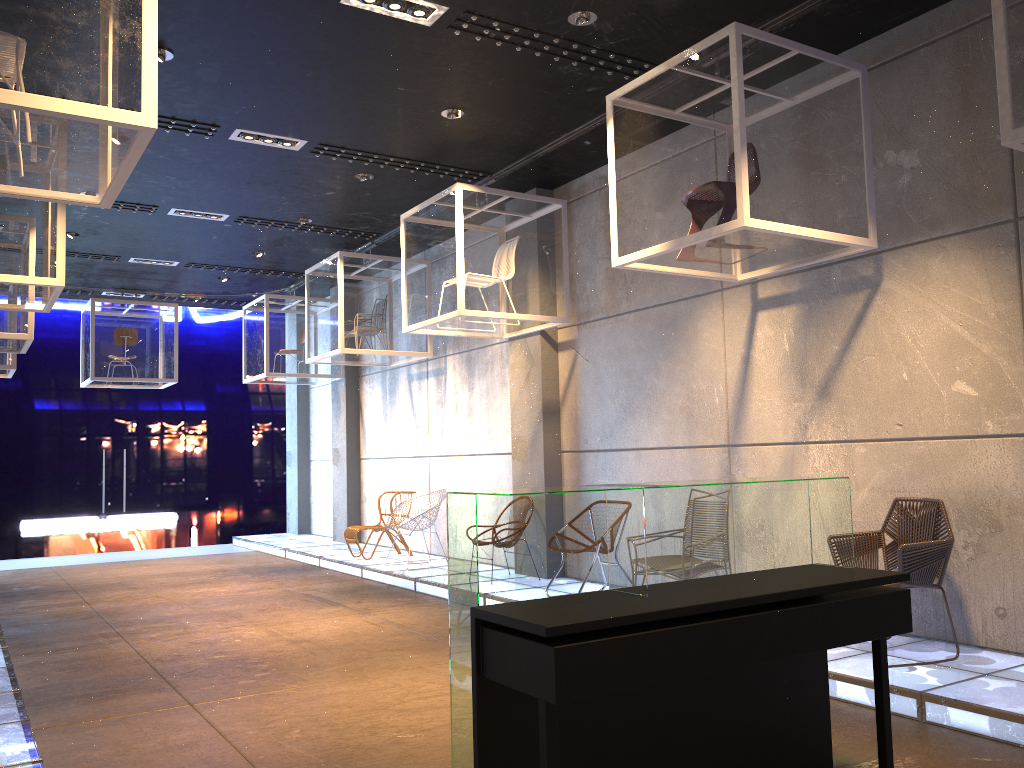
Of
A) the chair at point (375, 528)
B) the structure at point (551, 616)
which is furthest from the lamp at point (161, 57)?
the chair at point (375, 528)

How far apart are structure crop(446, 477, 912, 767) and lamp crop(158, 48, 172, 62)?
4.35m

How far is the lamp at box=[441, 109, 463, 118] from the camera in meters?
6.9

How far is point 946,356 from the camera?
5.4 meters

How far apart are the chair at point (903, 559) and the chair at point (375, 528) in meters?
6.6 m

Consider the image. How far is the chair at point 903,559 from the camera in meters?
4.9 m

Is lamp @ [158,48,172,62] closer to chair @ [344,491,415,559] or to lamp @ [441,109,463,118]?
lamp @ [441,109,463,118]

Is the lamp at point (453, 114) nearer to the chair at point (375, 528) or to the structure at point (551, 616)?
the structure at point (551, 616)

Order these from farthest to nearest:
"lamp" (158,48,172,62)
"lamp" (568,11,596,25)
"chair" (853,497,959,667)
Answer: "lamp" (158,48,172,62) < "lamp" (568,11,596,25) < "chair" (853,497,959,667)

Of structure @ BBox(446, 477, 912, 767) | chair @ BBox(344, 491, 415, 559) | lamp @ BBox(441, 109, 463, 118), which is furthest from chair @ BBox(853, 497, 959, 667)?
chair @ BBox(344, 491, 415, 559)
